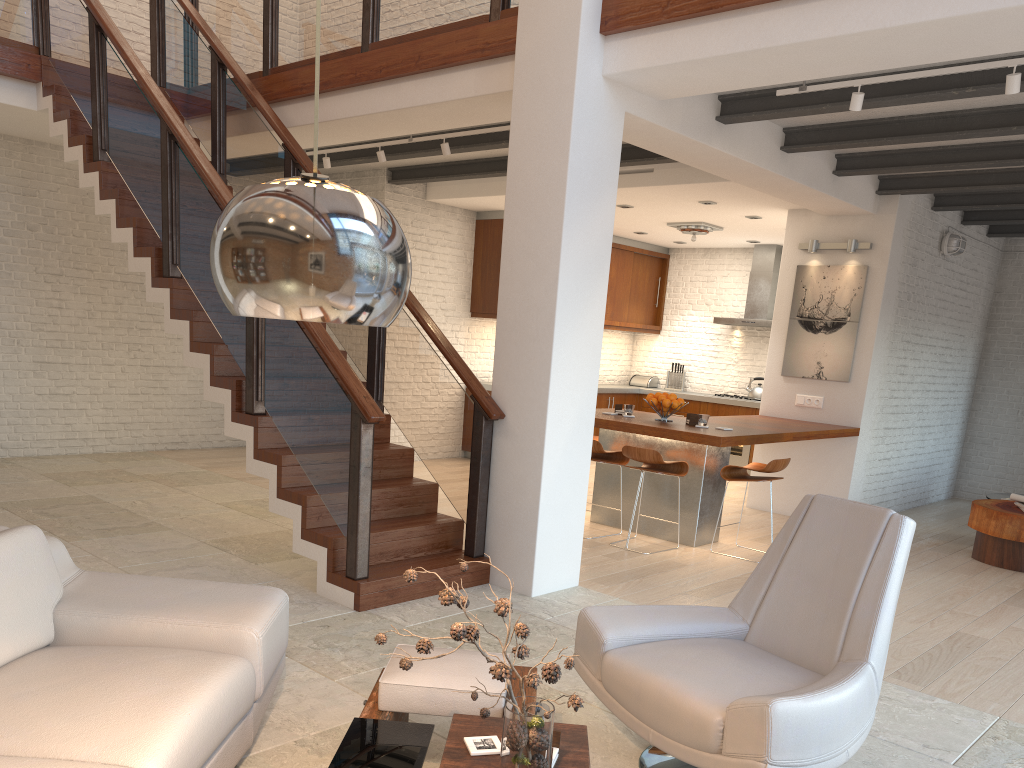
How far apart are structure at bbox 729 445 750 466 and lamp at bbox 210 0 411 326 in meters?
10.1

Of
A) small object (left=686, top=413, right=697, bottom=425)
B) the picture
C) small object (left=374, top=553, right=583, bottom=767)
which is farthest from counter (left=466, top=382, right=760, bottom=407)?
small object (left=374, top=553, right=583, bottom=767)

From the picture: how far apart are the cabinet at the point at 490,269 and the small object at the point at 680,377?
0.7m

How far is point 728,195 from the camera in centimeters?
797cm

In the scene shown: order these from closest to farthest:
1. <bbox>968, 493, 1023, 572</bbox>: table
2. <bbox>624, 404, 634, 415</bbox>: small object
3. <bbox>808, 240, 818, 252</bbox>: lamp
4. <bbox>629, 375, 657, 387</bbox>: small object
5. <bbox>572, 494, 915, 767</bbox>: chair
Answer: <bbox>572, 494, 915, 767</bbox>: chair < <bbox>968, 493, 1023, 572</bbox>: table < <bbox>624, 404, 634, 415</bbox>: small object < <bbox>808, 240, 818, 252</bbox>: lamp < <bbox>629, 375, 657, 387</bbox>: small object

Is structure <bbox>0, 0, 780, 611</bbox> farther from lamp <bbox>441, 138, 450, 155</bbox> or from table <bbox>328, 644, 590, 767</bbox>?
table <bbox>328, 644, 590, 767</bbox>

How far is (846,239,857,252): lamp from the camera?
7.9m

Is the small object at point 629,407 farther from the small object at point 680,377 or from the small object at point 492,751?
the small object at point 680,377

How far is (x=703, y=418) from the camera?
6.7m

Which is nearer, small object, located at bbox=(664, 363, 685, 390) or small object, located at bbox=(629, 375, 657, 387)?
small object, located at bbox=(664, 363, 685, 390)
